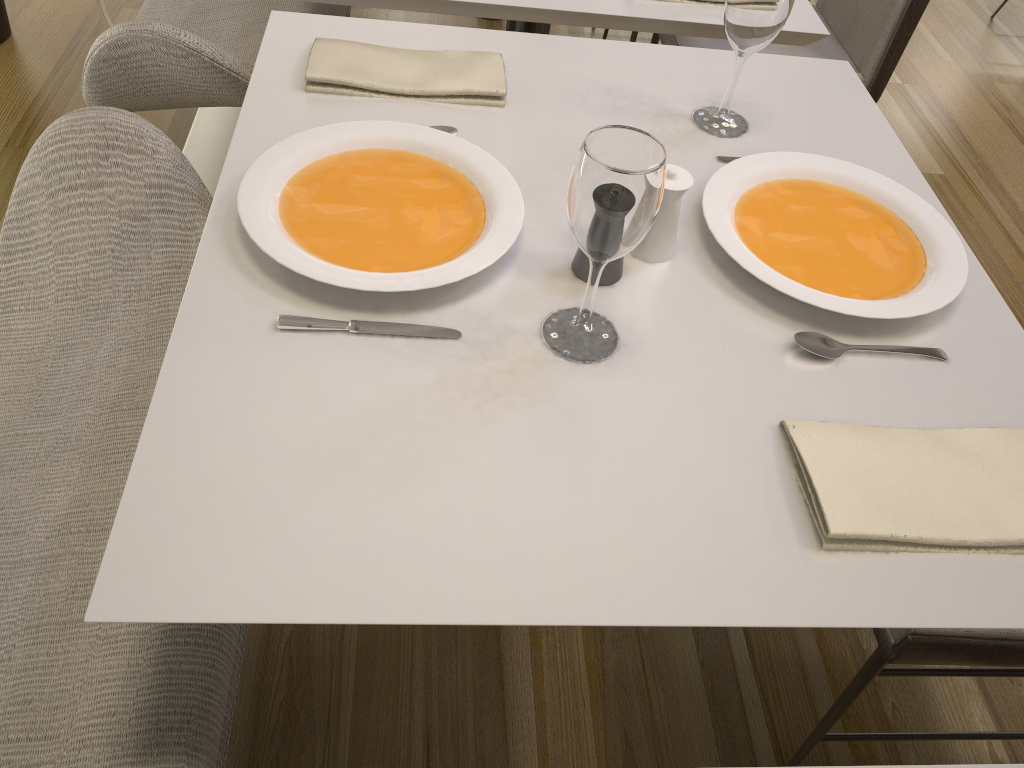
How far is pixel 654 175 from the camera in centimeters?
75cm

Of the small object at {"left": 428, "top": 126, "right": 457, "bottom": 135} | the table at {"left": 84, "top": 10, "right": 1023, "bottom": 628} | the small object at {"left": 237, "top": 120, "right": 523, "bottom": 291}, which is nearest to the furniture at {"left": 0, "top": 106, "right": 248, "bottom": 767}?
the table at {"left": 84, "top": 10, "right": 1023, "bottom": 628}

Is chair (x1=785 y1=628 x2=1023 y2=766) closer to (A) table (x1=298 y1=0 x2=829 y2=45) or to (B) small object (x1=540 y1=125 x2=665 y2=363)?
(B) small object (x1=540 y1=125 x2=665 y2=363)

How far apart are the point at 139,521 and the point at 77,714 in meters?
0.3

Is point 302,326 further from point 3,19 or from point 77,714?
point 3,19

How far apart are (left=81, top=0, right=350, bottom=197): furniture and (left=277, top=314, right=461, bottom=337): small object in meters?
0.8

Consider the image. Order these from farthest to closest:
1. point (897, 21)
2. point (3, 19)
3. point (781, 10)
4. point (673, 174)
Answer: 1. point (3, 19)
2. point (897, 21)
3. point (781, 10)
4. point (673, 174)

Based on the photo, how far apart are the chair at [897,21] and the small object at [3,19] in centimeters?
188cm

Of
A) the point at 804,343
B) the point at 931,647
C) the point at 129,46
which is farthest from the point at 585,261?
the point at 129,46

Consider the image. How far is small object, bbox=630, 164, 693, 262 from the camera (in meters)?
0.96
